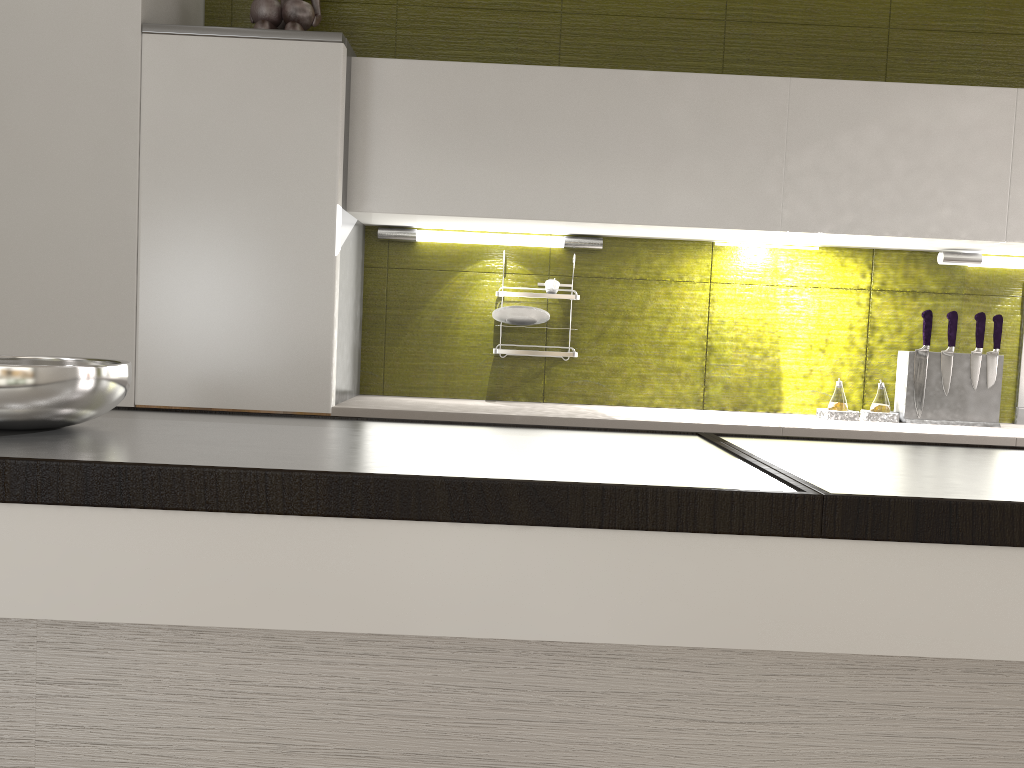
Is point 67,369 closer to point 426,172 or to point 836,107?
point 426,172

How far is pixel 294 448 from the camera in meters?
1.3

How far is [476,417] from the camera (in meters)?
2.42

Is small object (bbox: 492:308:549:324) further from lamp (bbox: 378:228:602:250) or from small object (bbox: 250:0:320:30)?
small object (bbox: 250:0:320:30)

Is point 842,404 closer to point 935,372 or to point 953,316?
point 935,372

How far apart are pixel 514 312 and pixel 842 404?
1.1m

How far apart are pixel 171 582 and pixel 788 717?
0.9 meters

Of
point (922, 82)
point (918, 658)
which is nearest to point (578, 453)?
point (918, 658)

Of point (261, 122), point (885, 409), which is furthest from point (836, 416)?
point (261, 122)

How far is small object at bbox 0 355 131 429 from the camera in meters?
1.3
